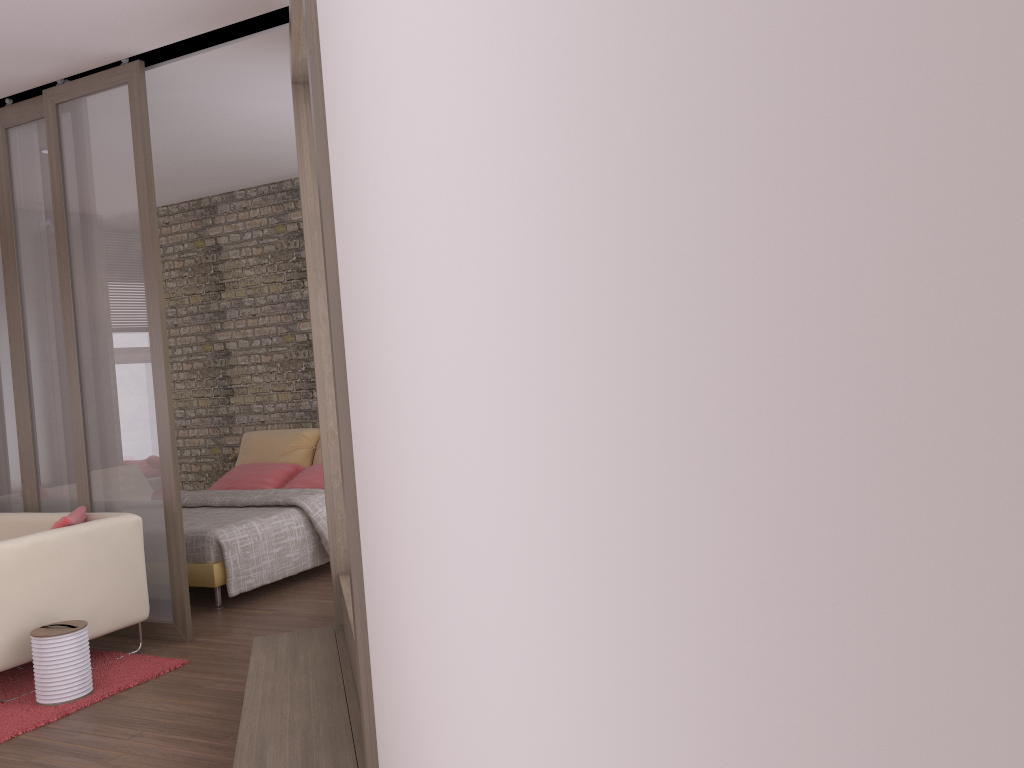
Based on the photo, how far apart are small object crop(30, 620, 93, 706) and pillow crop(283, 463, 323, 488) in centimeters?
298cm

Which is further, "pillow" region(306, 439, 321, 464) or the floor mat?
"pillow" region(306, 439, 321, 464)

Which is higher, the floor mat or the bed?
the bed

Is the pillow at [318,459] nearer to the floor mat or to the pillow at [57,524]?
the pillow at [57,524]

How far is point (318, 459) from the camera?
7.65m

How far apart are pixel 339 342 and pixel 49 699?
2.8m

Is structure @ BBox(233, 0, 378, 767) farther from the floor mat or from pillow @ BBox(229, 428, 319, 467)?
pillow @ BBox(229, 428, 319, 467)

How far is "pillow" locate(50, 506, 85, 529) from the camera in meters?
4.4

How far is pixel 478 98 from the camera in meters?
0.6 m

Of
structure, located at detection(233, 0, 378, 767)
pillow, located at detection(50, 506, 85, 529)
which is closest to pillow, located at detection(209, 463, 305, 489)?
pillow, located at detection(50, 506, 85, 529)
